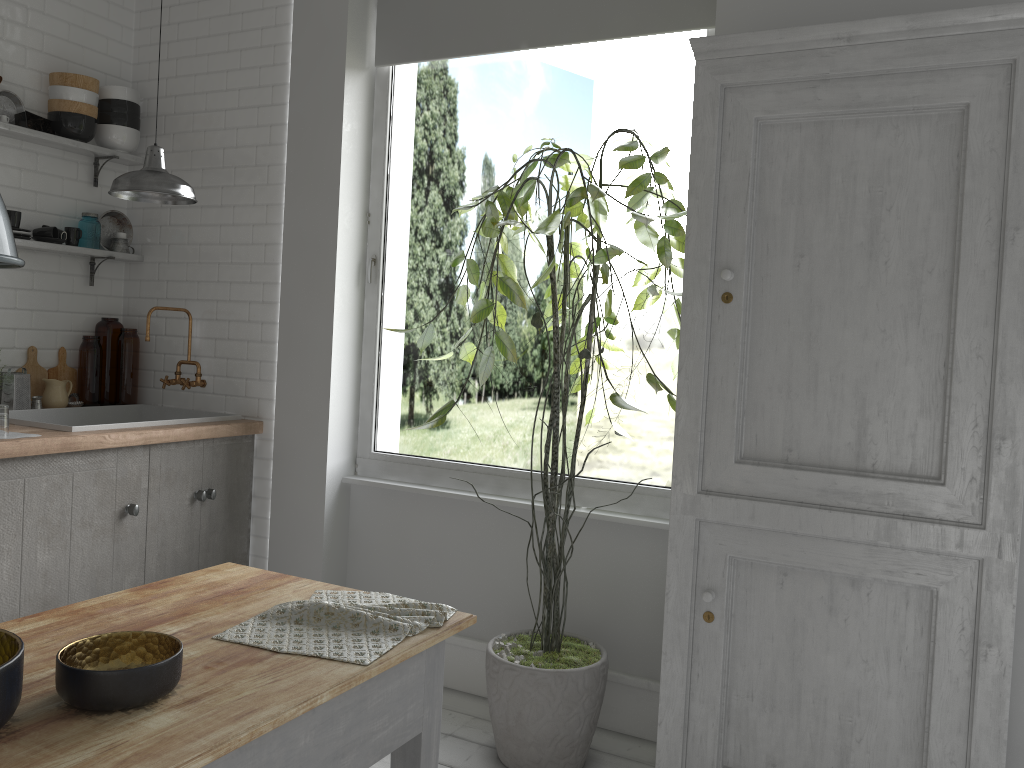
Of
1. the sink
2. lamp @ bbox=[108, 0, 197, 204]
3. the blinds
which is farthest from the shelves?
the blinds

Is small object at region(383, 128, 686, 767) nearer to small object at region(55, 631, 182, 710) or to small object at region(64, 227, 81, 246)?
small object at region(55, 631, 182, 710)

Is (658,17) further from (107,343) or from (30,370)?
(30,370)

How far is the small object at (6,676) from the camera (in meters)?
1.49

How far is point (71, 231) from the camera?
5.08m

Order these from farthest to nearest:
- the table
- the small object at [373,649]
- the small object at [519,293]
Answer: the small object at [519,293] → the small object at [373,649] → the table

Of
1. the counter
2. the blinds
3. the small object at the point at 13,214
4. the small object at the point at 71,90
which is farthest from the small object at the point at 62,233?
the blinds

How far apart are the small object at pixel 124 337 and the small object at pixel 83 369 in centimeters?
11cm

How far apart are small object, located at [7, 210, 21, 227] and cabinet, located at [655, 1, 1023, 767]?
3.6 meters

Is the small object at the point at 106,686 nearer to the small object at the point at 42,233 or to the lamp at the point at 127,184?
the lamp at the point at 127,184
